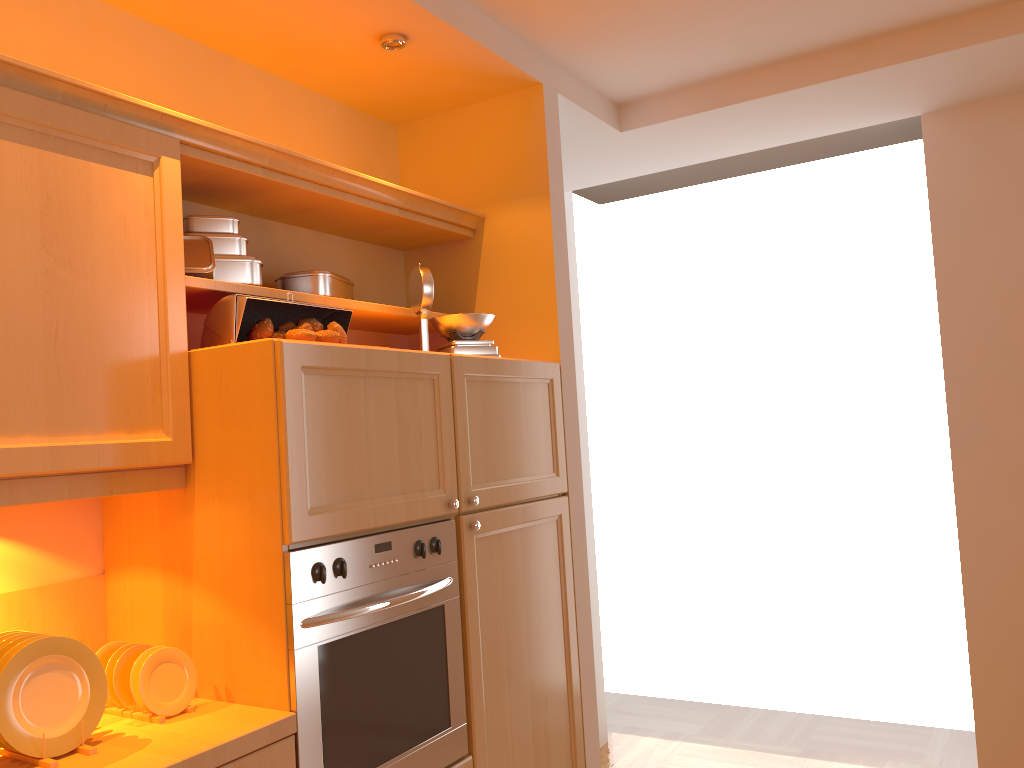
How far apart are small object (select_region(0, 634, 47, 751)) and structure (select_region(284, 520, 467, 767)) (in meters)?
0.48

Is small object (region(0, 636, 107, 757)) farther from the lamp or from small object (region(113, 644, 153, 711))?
the lamp

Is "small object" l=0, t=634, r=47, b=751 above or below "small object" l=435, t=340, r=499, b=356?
below

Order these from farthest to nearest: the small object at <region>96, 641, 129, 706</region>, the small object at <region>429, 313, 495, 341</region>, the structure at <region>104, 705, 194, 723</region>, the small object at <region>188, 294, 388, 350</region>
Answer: the small object at <region>429, 313, 495, 341</region> → the small object at <region>188, 294, 388, 350</region> → the small object at <region>96, 641, 129, 706</region> → the structure at <region>104, 705, 194, 723</region>

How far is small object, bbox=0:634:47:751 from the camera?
1.6 meters

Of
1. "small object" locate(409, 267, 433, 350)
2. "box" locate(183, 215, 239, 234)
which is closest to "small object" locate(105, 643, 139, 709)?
"box" locate(183, 215, 239, 234)

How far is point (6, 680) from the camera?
1.5 meters

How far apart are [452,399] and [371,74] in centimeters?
111cm

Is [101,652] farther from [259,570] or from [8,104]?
[8,104]

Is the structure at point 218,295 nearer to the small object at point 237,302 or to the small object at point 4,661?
the small object at point 237,302
